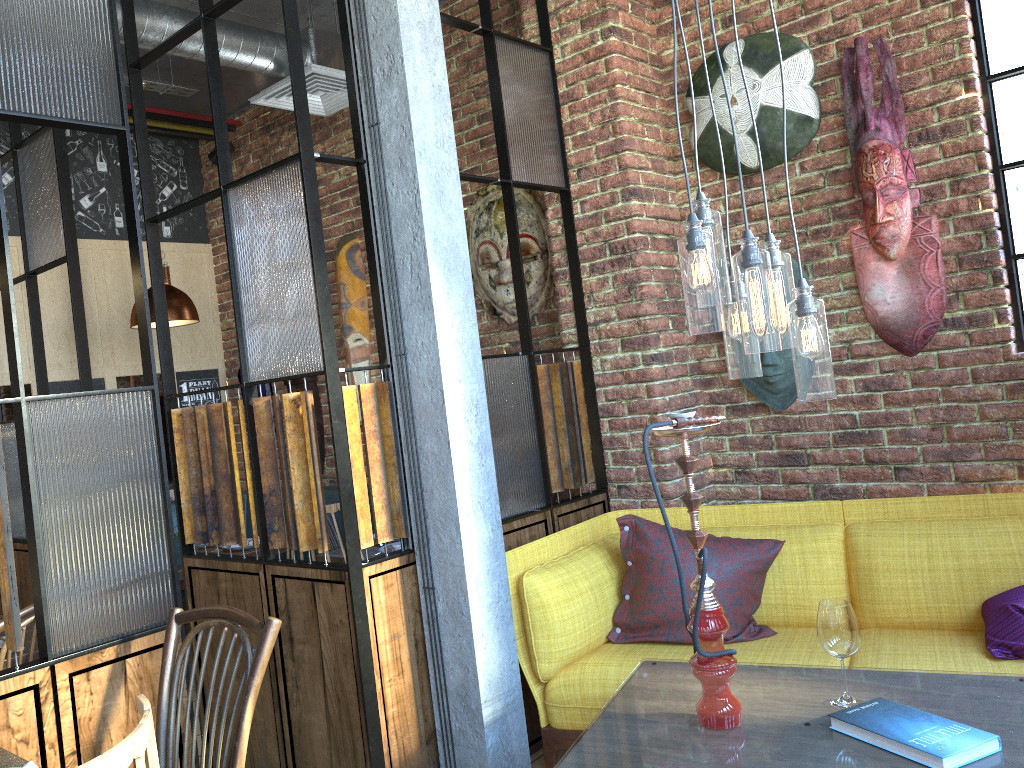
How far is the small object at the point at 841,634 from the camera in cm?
205

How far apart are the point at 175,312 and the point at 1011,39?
3.8m

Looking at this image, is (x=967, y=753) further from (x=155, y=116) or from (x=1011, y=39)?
(x=155, y=116)

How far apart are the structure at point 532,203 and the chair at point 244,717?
2.59m

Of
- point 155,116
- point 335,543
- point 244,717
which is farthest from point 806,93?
point 155,116

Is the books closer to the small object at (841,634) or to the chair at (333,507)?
the small object at (841,634)

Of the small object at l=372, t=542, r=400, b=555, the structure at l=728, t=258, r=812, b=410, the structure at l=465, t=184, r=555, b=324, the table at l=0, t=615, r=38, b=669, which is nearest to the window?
the structure at l=728, t=258, r=812, b=410

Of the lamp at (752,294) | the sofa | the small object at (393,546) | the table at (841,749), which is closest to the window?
the sofa

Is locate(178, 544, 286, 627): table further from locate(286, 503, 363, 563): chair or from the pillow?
the pillow

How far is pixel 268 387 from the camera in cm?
565
